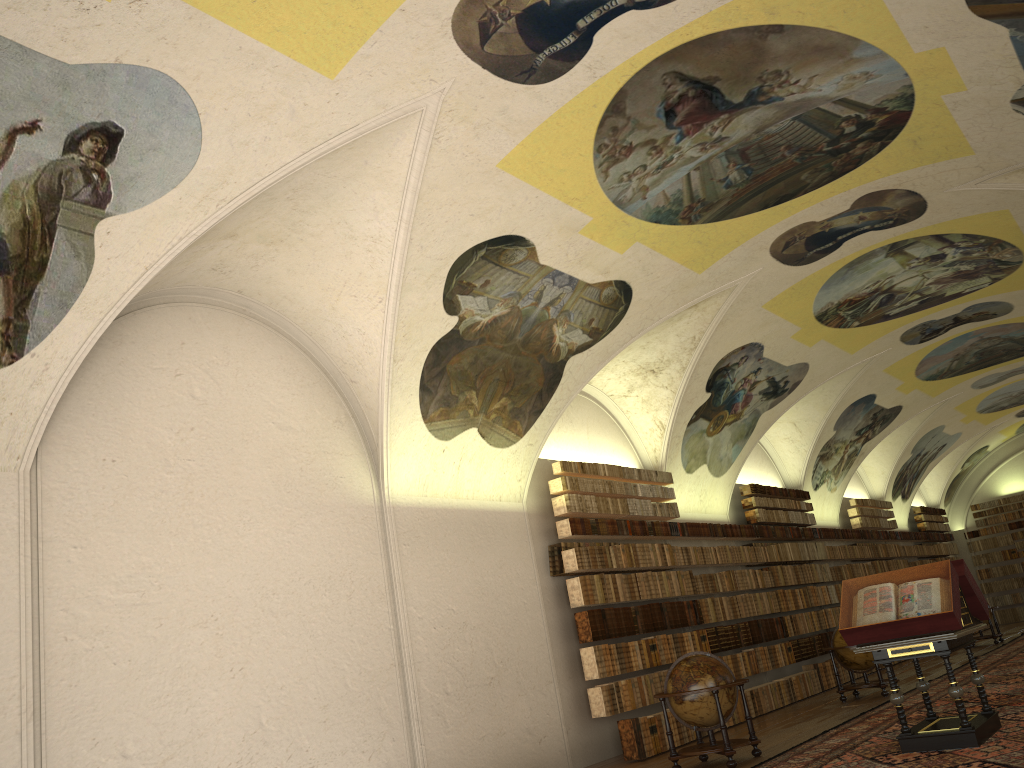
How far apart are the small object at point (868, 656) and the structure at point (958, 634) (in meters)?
5.94

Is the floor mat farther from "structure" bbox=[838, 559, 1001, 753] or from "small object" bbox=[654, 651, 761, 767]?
"small object" bbox=[654, 651, 761, 767]

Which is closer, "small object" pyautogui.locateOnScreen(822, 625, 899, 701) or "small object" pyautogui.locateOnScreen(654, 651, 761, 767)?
"small object" pyautogui.locateOnScreen(654, 651, 761, 767)

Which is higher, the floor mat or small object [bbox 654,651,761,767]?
small object [bbox 654,651,761,767]

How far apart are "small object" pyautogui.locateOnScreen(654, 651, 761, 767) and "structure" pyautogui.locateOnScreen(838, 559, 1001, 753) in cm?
179

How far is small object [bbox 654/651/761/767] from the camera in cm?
1123

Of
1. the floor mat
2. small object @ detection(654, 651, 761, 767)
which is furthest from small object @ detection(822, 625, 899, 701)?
small object @ detection(654, 651, 761, 767)

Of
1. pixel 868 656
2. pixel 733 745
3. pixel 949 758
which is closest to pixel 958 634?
pixel 949 758

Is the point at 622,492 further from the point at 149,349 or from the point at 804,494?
the point at 804,494

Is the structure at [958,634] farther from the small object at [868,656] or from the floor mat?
the small object at [868,656]
